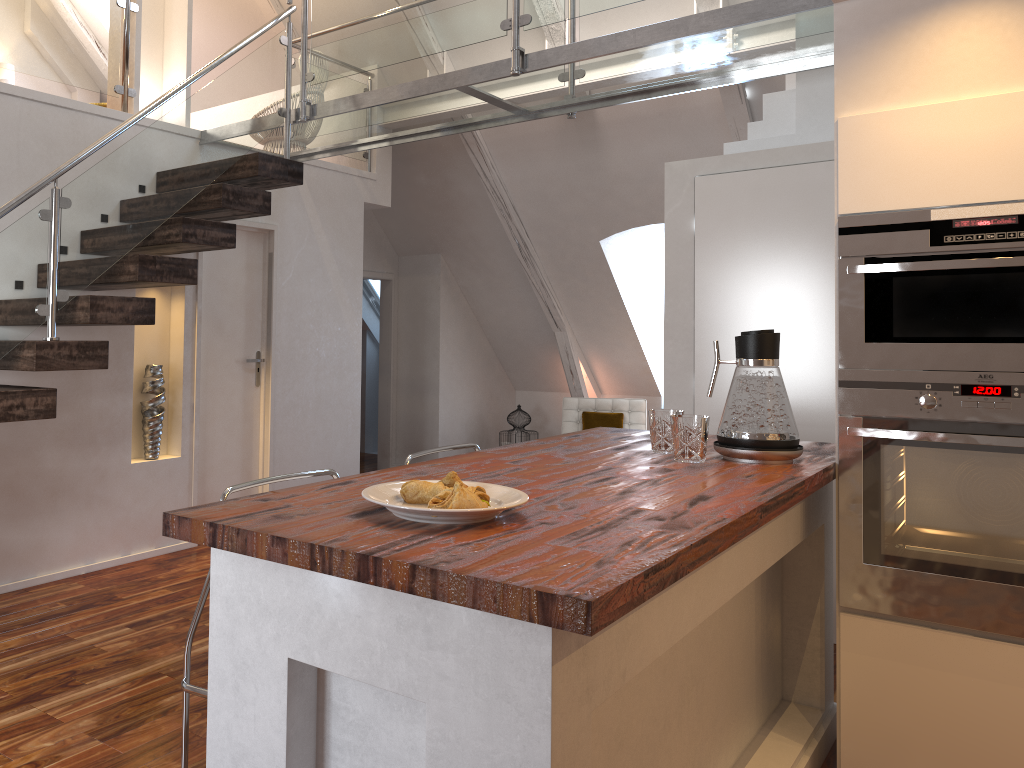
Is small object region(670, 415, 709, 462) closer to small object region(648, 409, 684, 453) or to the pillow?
small object region(648, 409, 684, 453)

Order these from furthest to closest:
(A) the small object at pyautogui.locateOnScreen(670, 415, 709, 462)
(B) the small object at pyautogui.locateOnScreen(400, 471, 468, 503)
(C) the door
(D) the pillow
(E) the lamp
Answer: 1. (D) the pillow
2. (E) the lamp
3. (C) the door
4. (A) the small object at pyautogui.locateOnScreen(670, 415, 709, 462)
5. (B) the small object at pyautogui.locateOnScreen(400, 471, 468, 503)

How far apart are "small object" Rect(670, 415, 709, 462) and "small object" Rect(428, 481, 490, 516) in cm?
89

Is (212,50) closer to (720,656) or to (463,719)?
(720,656)

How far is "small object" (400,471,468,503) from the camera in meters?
1.6

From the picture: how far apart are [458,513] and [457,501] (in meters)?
0.04

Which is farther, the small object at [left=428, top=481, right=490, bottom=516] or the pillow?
the pillow

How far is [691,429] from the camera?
2.3 meters

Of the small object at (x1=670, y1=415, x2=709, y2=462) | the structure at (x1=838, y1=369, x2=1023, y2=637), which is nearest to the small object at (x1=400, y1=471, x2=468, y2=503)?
the small object at (x1=670, y1=415, x2=709, y2=462)

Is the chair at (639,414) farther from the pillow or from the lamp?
the lamp
